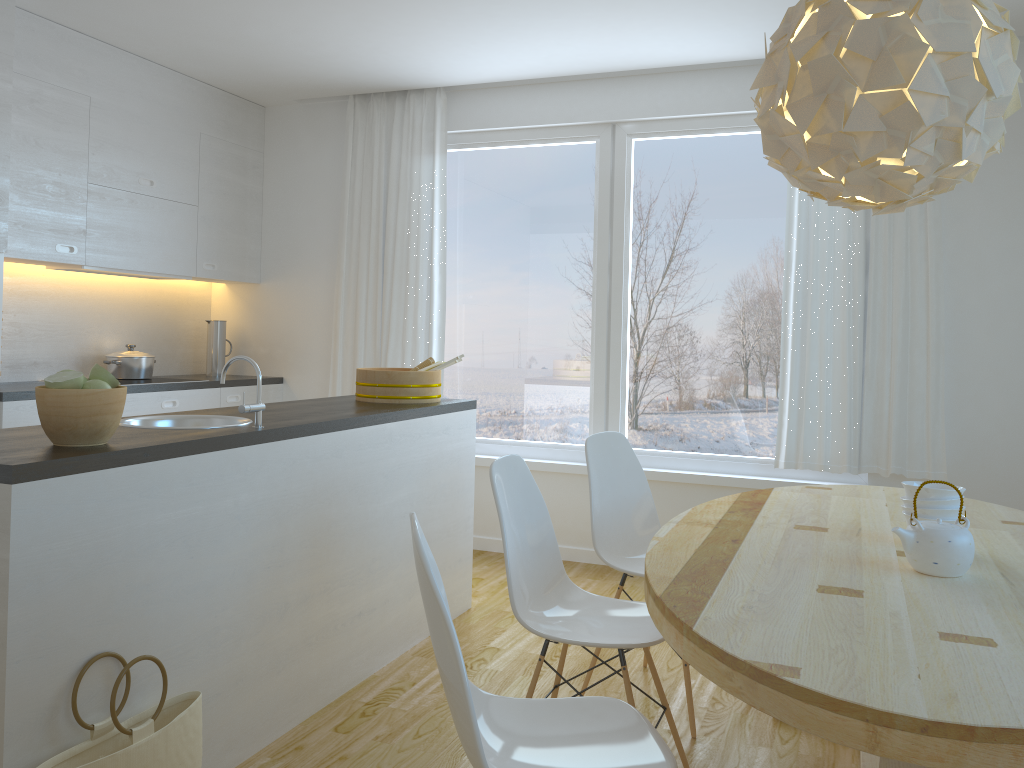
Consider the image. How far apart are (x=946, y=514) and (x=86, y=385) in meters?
2.2

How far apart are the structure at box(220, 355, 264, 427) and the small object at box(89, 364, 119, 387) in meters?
0.4 m

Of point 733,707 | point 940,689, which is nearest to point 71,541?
point 940,689

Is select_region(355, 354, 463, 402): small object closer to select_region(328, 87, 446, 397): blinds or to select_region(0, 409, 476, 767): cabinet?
select_region(0, 409, 476, 767): cabinet

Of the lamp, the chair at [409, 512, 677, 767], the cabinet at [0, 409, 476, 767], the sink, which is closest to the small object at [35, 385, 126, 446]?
the cabinet at [0, 409, 476, 767]

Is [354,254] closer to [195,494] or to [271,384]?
[271,384]

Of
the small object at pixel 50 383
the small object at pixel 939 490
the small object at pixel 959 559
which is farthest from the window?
the small object at pixel 50 383

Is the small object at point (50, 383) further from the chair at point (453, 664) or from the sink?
the chair at point (453, 664)

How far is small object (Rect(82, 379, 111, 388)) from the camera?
2.2m

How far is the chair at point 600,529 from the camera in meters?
3.1
